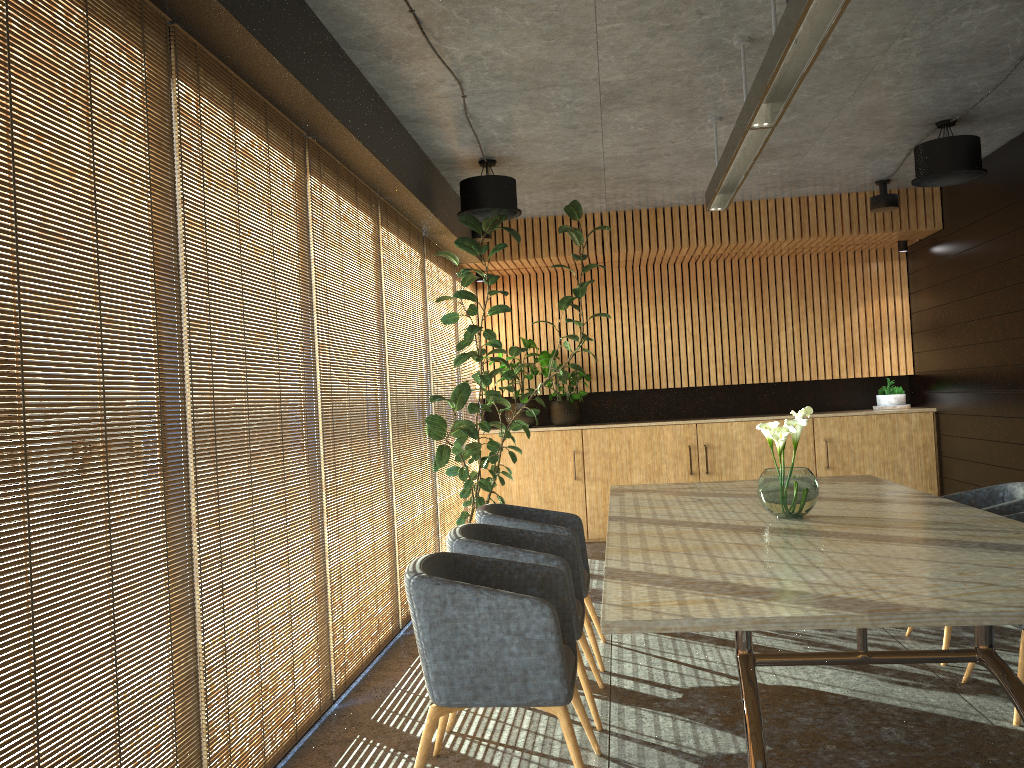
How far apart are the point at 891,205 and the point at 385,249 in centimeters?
496cm

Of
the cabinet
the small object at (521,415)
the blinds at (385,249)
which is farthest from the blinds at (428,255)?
the small object at (521,415)

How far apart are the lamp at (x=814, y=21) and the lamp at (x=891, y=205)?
2.9m

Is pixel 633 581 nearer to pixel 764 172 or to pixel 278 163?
pixel 278 163

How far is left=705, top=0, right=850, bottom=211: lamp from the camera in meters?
3.2 m

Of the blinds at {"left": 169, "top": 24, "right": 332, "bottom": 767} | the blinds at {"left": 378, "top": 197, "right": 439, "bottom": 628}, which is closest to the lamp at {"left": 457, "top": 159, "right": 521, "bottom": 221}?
the blinds at {"left": 378, "top": 197, "right": 439, "bottom": 628}

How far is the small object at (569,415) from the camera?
9.9m

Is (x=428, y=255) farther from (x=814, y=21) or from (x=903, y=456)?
(x=903, y=456)

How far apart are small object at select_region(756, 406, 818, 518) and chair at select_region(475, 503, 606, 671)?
1.2m

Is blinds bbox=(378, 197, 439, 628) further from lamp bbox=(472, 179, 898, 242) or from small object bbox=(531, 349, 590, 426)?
small object bbox=(531, 349, 590, 426)
